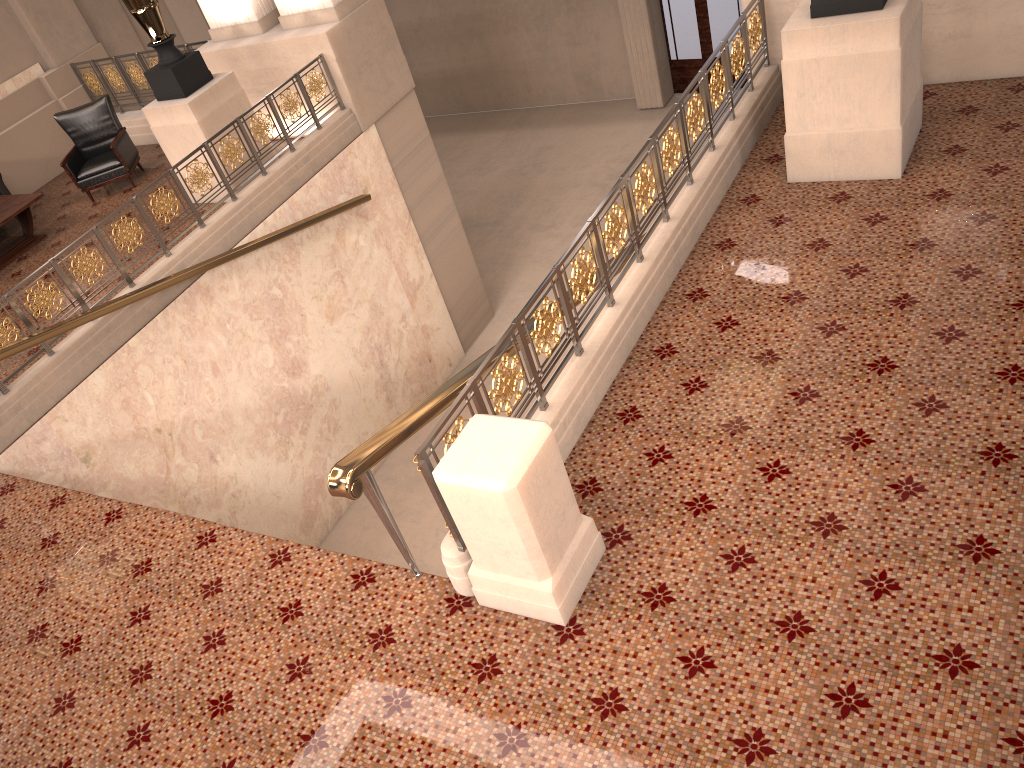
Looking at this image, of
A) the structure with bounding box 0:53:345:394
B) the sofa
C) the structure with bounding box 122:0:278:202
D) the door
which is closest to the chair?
the sofa

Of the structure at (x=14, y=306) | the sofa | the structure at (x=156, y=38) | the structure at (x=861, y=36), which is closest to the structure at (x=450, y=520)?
the structure at (x=861, y=36)

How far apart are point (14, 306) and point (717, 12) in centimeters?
1162cm

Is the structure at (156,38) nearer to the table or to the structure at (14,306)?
the structure at (14,306)

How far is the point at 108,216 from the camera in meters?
7.0 m

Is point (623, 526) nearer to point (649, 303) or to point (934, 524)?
point (934, 524)

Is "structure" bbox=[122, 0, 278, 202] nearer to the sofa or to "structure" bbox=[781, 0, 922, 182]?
the sofa

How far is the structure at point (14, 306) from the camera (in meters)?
6.37

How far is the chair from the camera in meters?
9.8 m

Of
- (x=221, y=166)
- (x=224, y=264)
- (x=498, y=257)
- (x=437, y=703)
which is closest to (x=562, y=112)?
(x=498, y=257)
